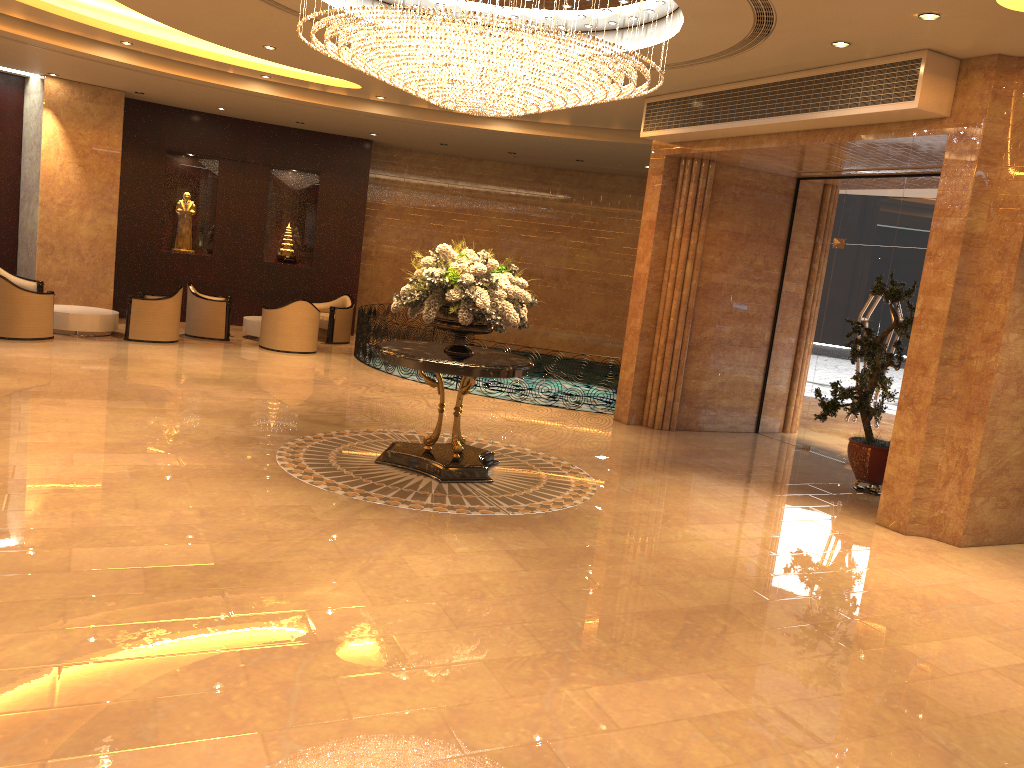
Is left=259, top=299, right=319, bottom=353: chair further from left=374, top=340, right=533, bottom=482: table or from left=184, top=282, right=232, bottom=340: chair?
left=374, top=340, right=533, bottom=482: table

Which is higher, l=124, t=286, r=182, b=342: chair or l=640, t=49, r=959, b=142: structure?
l=640, t=49, r=959, b=142: structure

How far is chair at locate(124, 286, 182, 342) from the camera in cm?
1379

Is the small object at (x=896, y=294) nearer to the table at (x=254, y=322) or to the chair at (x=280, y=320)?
the chair at (x=280, y=320)

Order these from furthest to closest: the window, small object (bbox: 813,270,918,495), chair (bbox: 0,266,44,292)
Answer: chair (bbox: 0,266,44,292) → the window → small object (bbox: 813,270,918,495)

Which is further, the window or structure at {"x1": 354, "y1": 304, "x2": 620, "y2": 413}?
structure at {"x1": 354, "y1": 304, "x2": 620, "y2": 413}

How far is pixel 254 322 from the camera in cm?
1564

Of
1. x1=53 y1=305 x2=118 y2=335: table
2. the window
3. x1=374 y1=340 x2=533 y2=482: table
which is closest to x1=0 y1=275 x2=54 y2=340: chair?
x1=53 y1=305 x2=118 y2=335: table

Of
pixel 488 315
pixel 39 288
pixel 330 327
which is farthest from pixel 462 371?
pixel 39 288

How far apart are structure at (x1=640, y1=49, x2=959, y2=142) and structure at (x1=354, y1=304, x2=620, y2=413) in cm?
518
